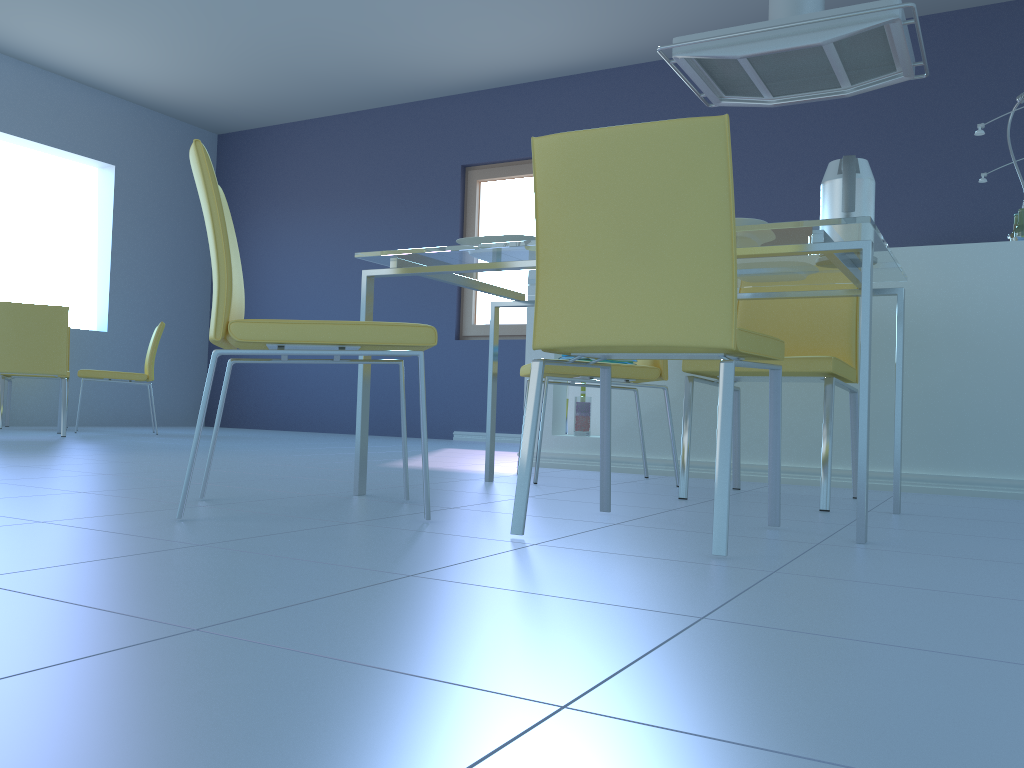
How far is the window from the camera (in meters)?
6.18

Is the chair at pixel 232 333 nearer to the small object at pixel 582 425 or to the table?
the table

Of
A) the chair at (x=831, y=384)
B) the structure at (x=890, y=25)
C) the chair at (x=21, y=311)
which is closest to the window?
the structure at (x=890, y=25)

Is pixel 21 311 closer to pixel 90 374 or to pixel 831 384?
pixel 90 374

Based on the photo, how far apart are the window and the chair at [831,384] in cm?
350

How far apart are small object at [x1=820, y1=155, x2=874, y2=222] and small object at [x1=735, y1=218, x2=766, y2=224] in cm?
33

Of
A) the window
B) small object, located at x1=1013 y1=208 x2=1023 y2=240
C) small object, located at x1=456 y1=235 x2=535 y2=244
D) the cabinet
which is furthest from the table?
the window

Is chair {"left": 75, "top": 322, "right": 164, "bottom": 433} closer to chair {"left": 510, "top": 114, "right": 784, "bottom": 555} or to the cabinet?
the cabinet

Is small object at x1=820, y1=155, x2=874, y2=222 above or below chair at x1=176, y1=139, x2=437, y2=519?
above

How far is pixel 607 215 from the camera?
1.5m
